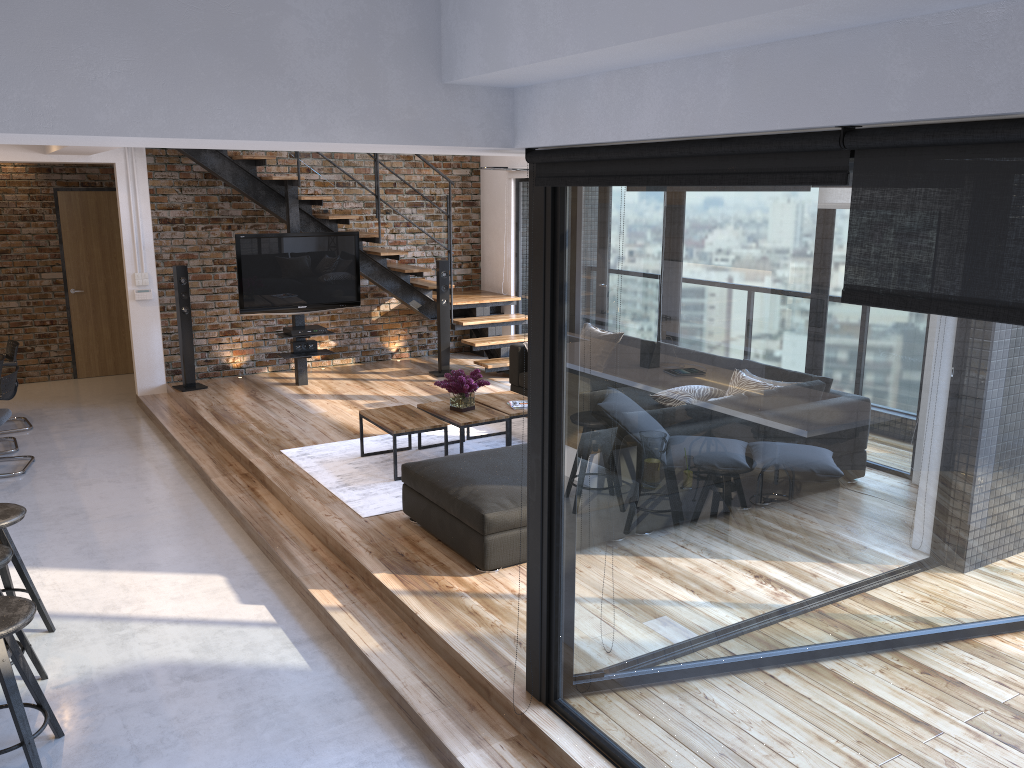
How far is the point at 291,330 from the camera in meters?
8.5

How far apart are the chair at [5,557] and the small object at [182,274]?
5.0m

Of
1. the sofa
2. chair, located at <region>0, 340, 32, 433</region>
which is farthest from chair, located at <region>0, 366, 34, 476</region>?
the sofa

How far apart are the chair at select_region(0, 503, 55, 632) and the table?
2.28m

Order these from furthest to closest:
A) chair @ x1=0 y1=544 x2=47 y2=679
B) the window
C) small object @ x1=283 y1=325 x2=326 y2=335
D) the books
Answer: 1. small object @ x1=283 y1=325 x2=326 y2=335
2. the books
3. chair @ x1=0 y1=544 x2=47 y2=679
4. the window

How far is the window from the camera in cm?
187

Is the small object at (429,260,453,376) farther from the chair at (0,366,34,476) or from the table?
the chair at (0,366,34,476)

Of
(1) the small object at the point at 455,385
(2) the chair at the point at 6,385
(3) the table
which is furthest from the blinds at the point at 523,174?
(2) the chair at the point at 6,385

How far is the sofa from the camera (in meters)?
4.48

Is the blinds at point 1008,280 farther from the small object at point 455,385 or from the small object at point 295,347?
the small object at point 295,347
